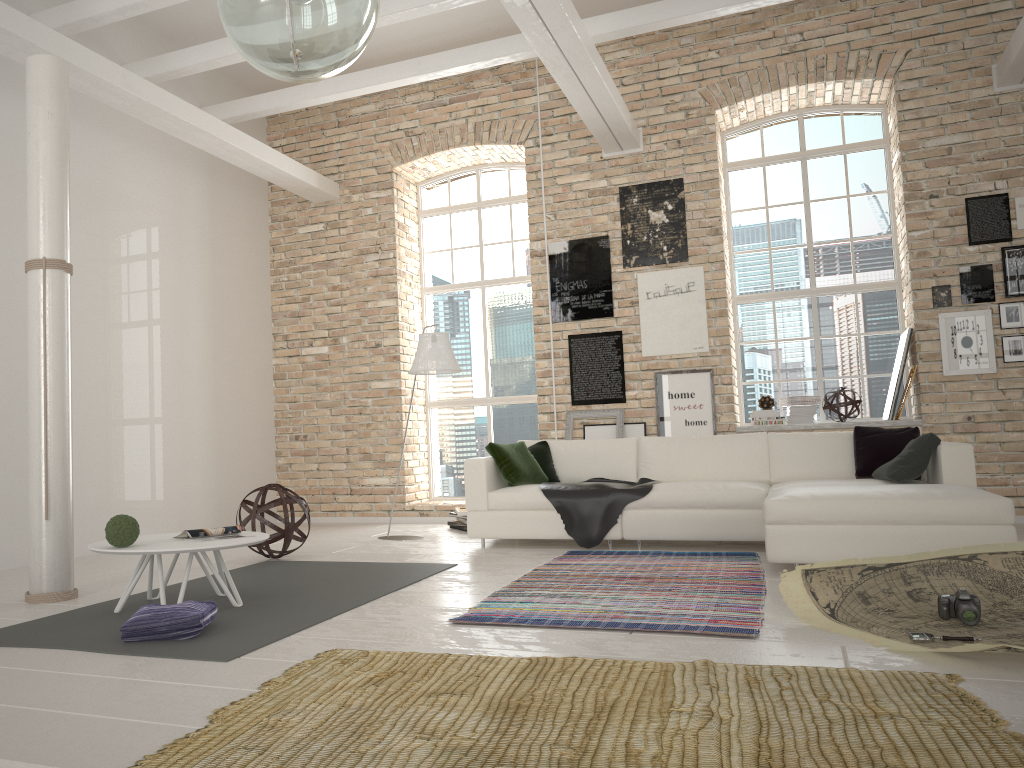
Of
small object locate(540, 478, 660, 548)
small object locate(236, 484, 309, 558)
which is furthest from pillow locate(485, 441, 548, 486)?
small object locate(236, 484, 309, 558)

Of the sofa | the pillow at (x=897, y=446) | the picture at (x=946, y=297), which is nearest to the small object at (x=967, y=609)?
the sofa

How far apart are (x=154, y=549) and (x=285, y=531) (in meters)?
2.17

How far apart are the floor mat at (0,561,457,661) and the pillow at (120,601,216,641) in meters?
0.0 m

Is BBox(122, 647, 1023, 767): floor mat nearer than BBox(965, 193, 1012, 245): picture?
Yes

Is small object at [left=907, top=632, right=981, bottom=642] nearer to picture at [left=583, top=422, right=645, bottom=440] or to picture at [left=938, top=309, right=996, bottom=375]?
picture at [left=938, top=309, right=996, bottom=375]

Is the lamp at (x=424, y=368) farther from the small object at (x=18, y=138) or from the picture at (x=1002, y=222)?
the picture at (x=1002, y=222)

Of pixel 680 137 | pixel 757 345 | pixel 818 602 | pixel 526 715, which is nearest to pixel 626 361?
pixel 757 345

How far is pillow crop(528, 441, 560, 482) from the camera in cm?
697

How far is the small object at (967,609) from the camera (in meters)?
3.38
